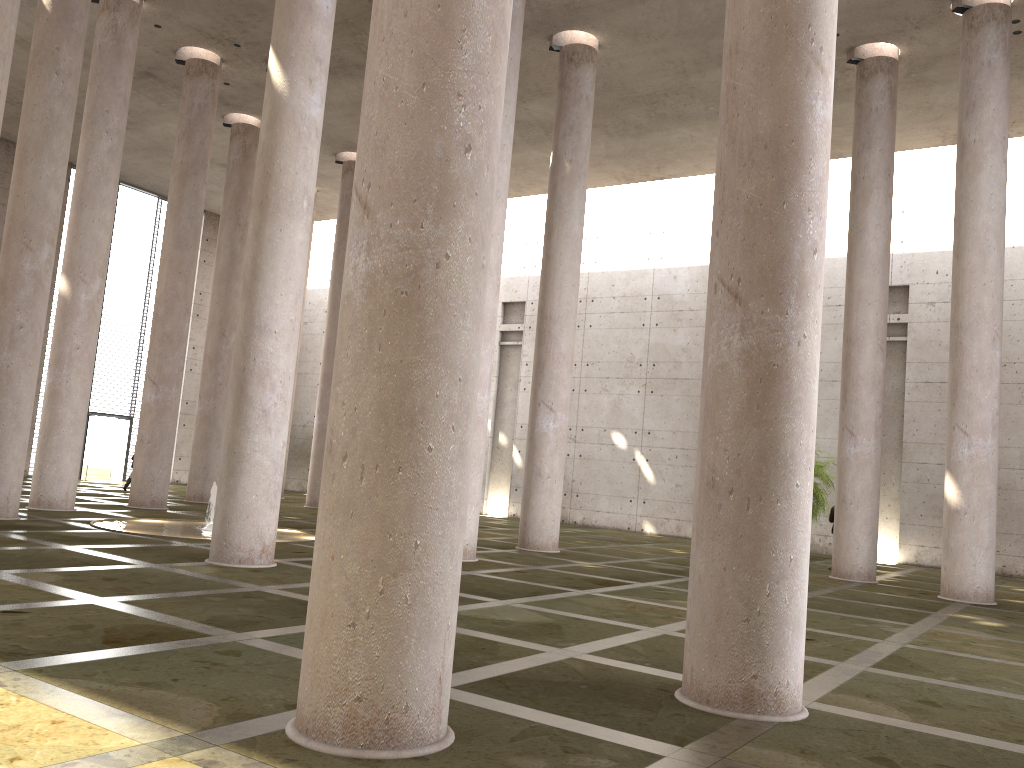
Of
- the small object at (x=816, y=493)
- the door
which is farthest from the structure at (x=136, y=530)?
the door

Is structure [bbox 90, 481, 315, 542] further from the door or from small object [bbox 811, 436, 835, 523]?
the door

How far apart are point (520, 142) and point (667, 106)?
4.7 meters

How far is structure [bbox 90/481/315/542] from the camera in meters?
14.4 m

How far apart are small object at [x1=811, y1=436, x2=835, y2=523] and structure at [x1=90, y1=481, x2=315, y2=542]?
12.6 meters

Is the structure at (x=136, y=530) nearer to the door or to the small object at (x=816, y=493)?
the small object at (x=816, y=493)

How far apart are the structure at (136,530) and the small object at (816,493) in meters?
12.6

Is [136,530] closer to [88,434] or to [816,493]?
[816,493]

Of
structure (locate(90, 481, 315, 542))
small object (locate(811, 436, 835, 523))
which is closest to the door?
structure (locate(90, 481, 315, 542))

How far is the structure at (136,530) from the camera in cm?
1442
